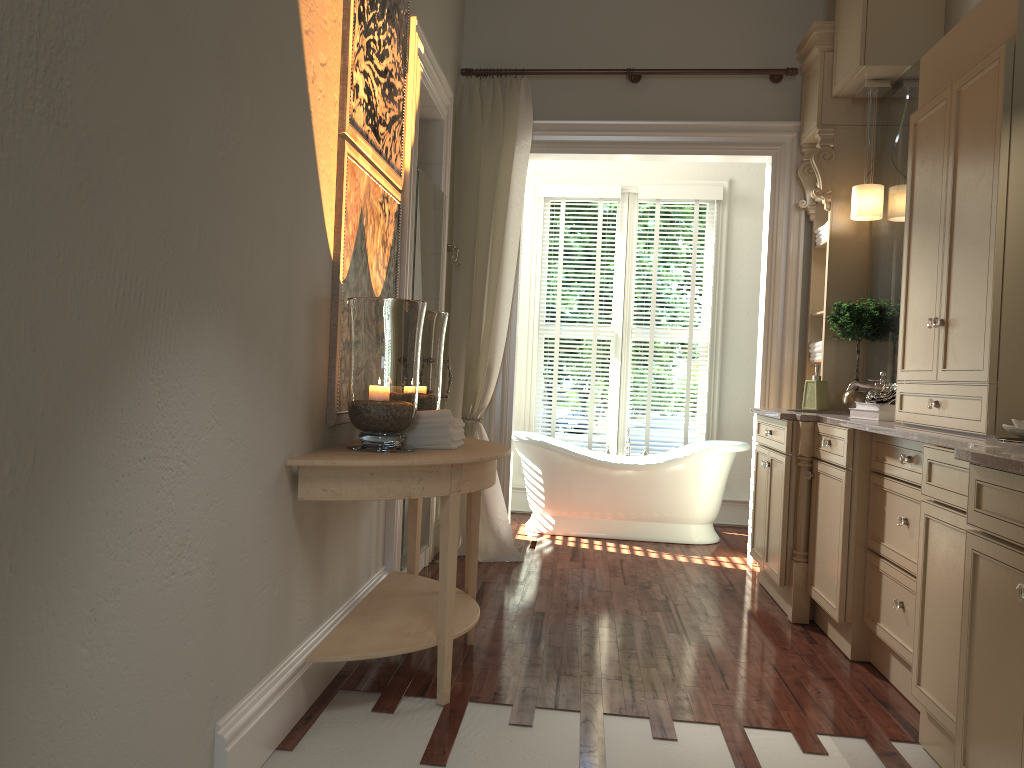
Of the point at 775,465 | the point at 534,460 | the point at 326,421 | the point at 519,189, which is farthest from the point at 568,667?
the point at 519,189

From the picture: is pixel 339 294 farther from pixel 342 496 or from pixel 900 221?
pixel 900 221

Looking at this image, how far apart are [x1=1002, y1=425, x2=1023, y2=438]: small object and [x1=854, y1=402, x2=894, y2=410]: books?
1.11m

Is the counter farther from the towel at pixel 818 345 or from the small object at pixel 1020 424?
the towel at pixel 818 345

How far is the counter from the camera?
1.9m

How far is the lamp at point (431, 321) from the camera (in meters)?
3.25

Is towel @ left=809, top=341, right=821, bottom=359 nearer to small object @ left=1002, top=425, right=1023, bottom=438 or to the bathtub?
the bathtub

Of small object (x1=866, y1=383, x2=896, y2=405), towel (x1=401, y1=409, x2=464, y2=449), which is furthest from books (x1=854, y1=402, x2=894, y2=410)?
towel (x1=401, y1=409, x2=464, y2=449)

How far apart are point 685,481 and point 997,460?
3.8 meters

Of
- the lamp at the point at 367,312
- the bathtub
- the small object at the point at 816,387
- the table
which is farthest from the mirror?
the lamp at the point at 367,312
